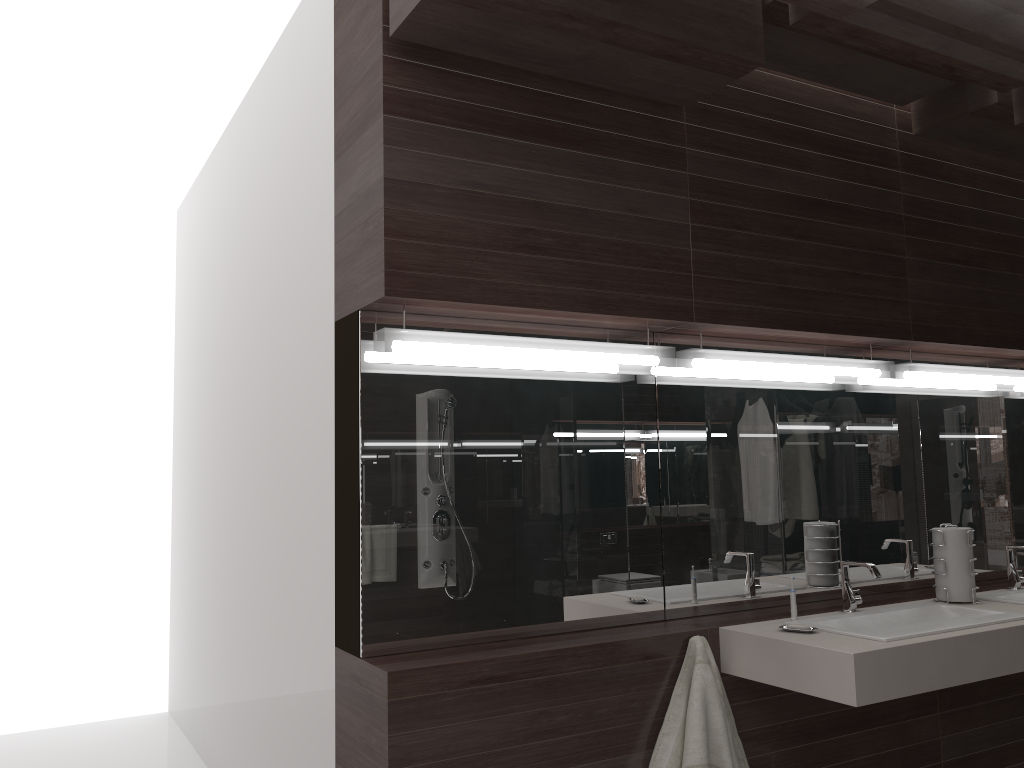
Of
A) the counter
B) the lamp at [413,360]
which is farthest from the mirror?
the counter

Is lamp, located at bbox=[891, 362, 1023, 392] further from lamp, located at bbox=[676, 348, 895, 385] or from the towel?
the towel

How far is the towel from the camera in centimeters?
243cm

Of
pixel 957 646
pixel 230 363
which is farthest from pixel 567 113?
pixel 230 363

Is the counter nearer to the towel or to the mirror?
the towel

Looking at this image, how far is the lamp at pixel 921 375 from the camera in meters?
3.3

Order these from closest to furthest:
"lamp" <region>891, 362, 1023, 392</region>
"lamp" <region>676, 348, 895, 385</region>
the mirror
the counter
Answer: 1. the counter
2. the mirror
3. "lamp" <region>676, 348, 895, 385</region>
4. "lamp" <region>891, 362, 1023, 392</region>

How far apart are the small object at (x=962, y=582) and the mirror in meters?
0.3

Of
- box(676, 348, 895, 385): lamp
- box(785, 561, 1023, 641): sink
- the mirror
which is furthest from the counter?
box(676, 348, 895, 385): lamp

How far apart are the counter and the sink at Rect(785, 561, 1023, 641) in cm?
3
